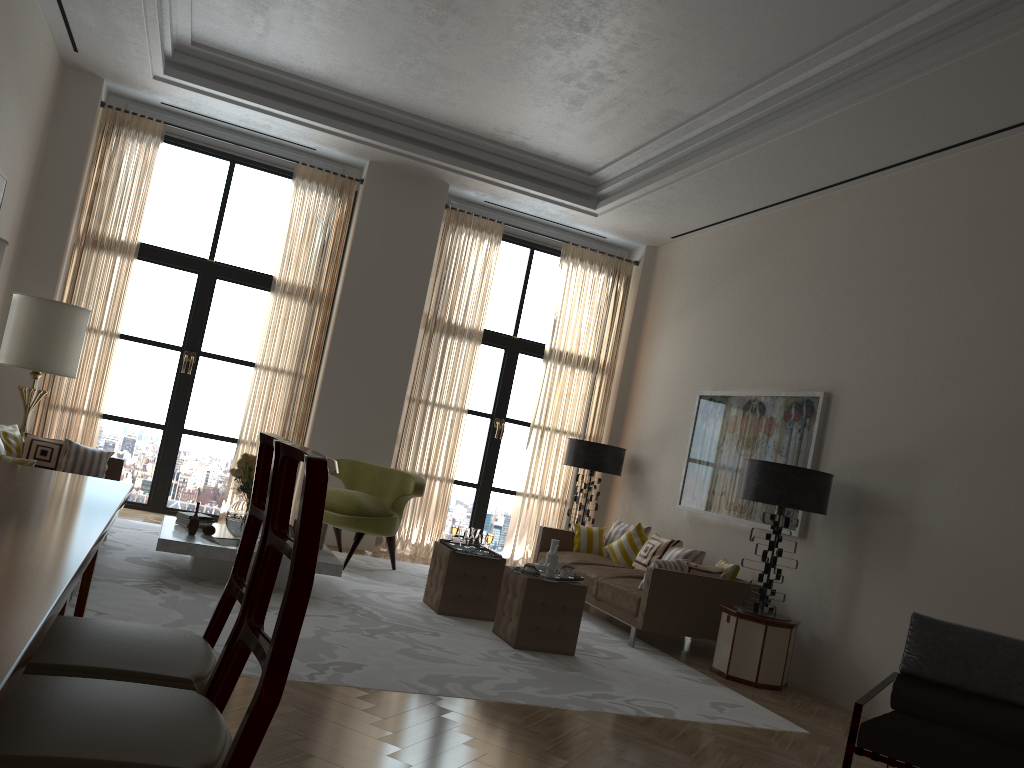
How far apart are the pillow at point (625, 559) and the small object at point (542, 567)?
3.1m

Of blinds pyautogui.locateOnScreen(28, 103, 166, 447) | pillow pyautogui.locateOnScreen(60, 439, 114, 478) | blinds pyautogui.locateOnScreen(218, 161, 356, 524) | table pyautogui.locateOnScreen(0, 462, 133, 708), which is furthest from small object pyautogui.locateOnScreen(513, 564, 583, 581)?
blinds pyautogui.locateOnScreen(28, 103, 166, 447)

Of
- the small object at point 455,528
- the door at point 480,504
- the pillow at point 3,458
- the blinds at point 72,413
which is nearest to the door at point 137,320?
the blinds at point 72,413

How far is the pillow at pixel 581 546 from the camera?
11.16m

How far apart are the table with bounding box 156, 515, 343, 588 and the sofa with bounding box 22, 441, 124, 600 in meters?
0.7

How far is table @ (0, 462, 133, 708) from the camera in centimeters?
190cm

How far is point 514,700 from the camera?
5.9m

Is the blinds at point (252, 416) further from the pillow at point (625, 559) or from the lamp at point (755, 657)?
the lamp at point (755, 657)

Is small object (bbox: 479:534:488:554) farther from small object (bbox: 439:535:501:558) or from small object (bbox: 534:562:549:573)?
small object (bbox: 534:562:549:573)

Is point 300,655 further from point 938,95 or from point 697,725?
point 938,95
